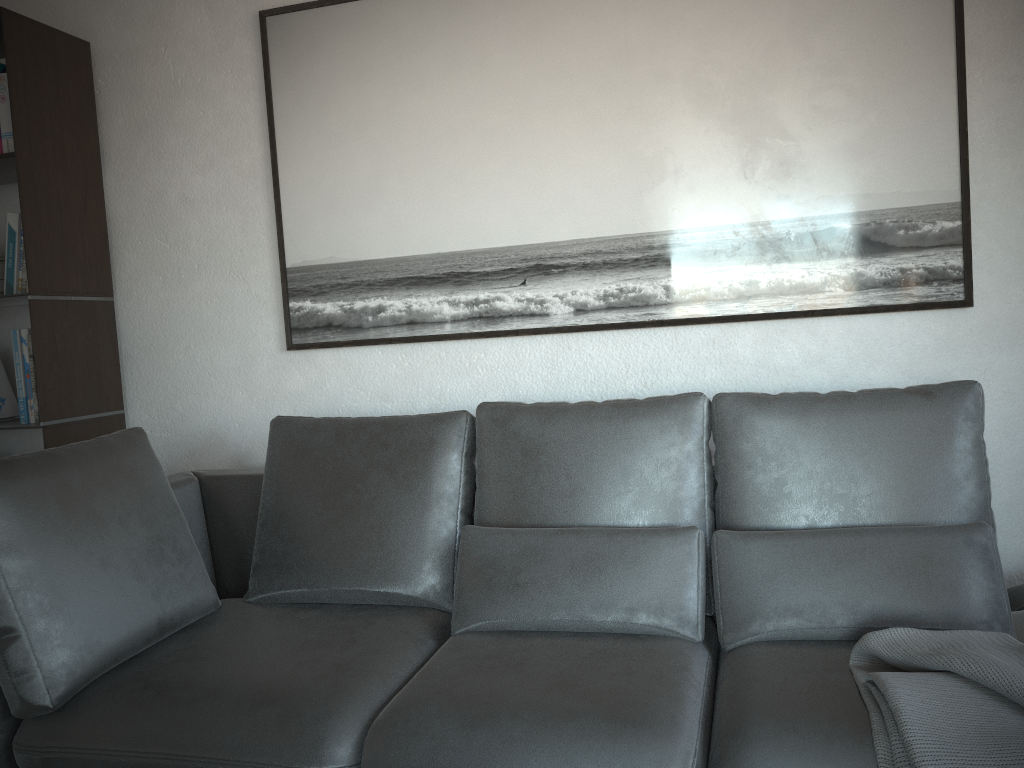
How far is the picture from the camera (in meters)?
2.28

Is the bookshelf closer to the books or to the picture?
the books

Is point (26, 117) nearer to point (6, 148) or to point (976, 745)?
point (6, 148)

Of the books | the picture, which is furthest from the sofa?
the books

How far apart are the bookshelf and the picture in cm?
63

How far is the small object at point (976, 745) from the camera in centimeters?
130cm

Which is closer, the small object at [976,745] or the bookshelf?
the small object at [976,745]

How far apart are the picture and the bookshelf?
0.63m

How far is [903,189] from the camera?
2.3m

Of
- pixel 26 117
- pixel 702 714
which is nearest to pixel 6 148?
pixel 26 117
